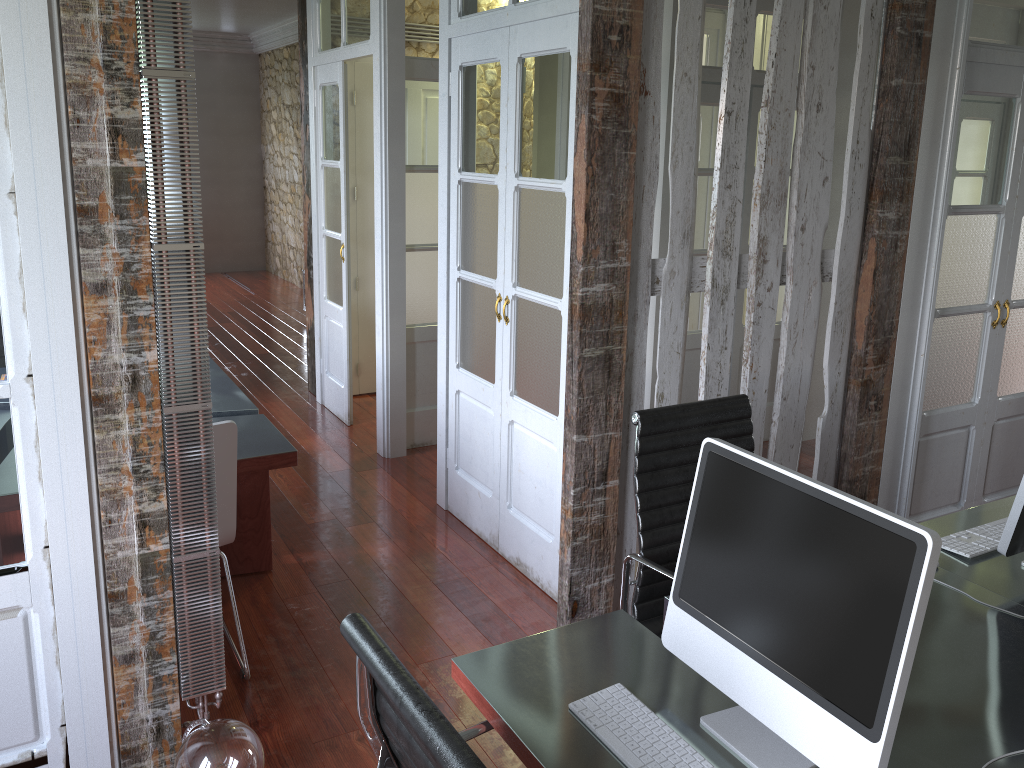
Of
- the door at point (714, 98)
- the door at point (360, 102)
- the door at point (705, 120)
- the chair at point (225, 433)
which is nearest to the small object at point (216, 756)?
the chair at point (225, 433)

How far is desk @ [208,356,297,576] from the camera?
3.1m

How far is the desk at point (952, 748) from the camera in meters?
1.6 m

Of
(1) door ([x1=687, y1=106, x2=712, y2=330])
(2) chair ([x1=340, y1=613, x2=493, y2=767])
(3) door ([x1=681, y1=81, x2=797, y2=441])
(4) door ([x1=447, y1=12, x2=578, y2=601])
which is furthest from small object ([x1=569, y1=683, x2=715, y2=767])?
(1) door ([x1=687, y1=106, x2=712, y2=330])

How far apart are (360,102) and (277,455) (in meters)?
3.28

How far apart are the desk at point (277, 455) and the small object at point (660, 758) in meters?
1.8

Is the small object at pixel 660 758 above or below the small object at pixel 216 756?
above

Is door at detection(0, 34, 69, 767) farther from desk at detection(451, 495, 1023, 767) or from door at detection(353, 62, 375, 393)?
door at detection(353, 62, 375, 393)

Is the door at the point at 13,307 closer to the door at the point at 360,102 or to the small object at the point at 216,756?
the small object at the point at 216,756

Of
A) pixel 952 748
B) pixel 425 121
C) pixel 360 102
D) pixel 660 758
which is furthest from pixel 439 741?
pixel 360 102
